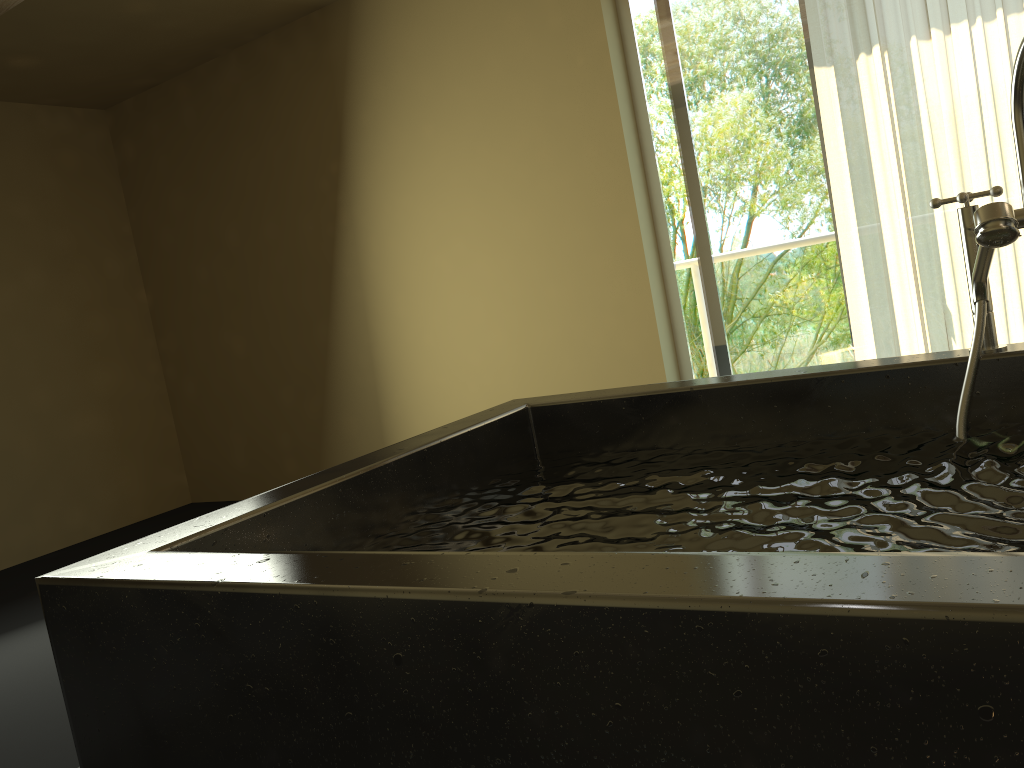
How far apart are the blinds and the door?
0.2m

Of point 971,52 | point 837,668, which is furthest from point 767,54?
point 837,668

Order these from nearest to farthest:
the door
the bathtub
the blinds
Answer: the bathtub → the blinds → the door

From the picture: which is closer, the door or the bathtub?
the bathtub

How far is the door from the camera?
3.70m

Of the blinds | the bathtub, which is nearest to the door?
the blinds

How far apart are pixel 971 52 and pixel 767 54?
0.8m

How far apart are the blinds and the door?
0.2m

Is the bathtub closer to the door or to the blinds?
the blinds

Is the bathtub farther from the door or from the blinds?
the door
